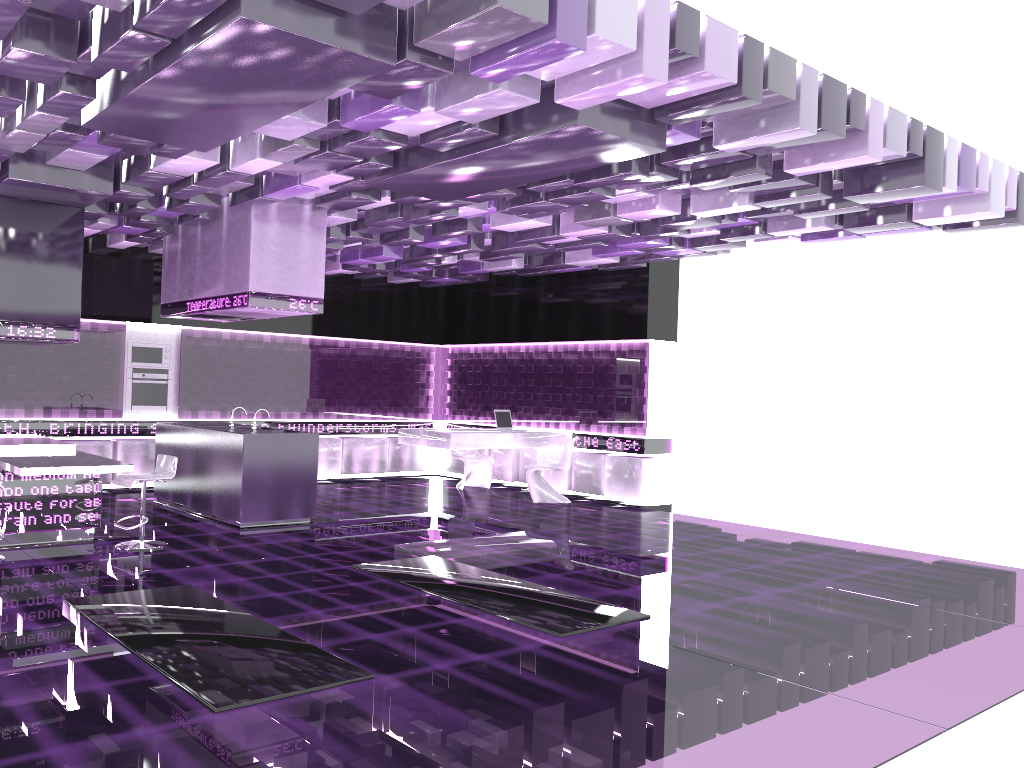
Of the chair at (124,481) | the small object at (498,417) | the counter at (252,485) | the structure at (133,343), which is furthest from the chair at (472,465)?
the chair at (124,481)

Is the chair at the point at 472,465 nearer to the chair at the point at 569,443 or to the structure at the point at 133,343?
the chair at the point at 569,443

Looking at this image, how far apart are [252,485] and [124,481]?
1.4 meters

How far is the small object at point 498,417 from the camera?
11.9m

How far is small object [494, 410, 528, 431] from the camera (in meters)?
11.88

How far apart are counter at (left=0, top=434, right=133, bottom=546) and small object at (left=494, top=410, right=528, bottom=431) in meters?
5.4

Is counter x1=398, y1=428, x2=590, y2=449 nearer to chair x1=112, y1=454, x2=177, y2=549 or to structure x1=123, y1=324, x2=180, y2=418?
structure x1=123, y1=324, x2=180, y2=418

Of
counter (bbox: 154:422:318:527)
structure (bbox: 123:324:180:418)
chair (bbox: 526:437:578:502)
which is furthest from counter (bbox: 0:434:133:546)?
chair (bbox: 526:437:578:502)

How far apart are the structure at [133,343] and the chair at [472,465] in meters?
3.8

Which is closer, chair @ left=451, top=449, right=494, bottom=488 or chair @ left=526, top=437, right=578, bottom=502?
chair @ left=526, top=437, right=578, bottom=502
